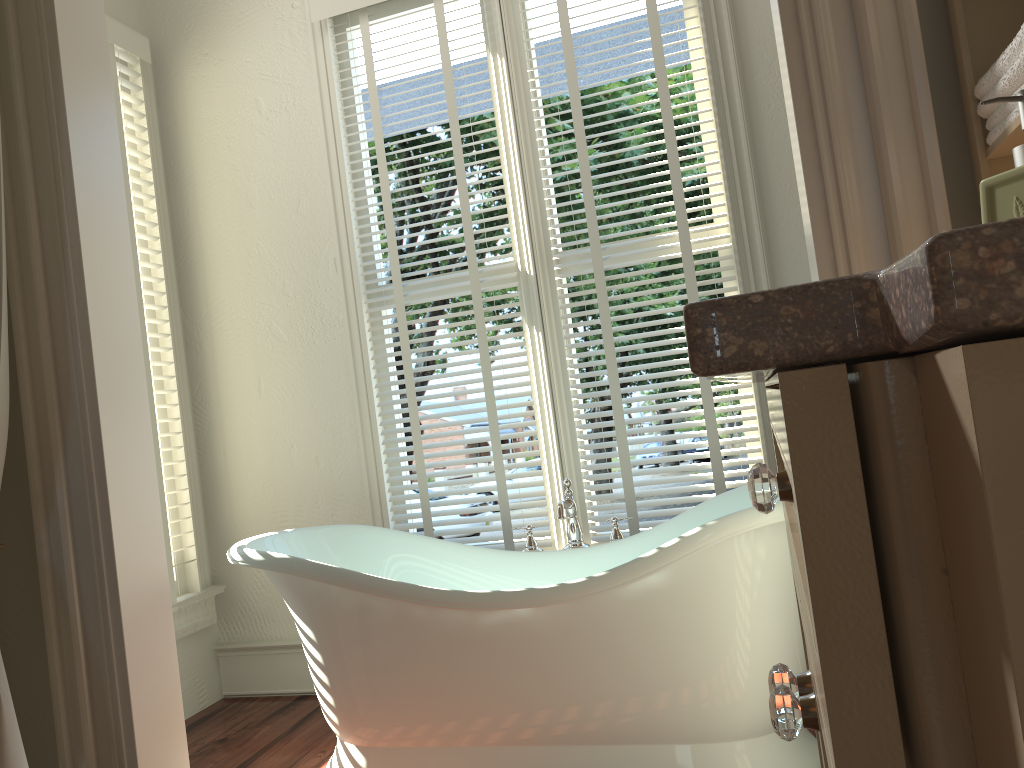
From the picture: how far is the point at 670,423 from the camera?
16.15m

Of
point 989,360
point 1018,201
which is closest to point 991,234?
point 989,360

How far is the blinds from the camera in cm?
272

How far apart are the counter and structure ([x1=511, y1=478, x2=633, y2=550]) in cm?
193

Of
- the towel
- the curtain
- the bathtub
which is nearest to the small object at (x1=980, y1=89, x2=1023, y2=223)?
the towel

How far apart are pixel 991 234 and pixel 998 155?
1.3m

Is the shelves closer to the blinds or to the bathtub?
the bathtub

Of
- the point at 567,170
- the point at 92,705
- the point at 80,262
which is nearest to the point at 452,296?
the point at 80,262

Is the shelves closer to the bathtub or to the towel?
the towel

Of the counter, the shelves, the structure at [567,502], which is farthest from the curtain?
the shelves
